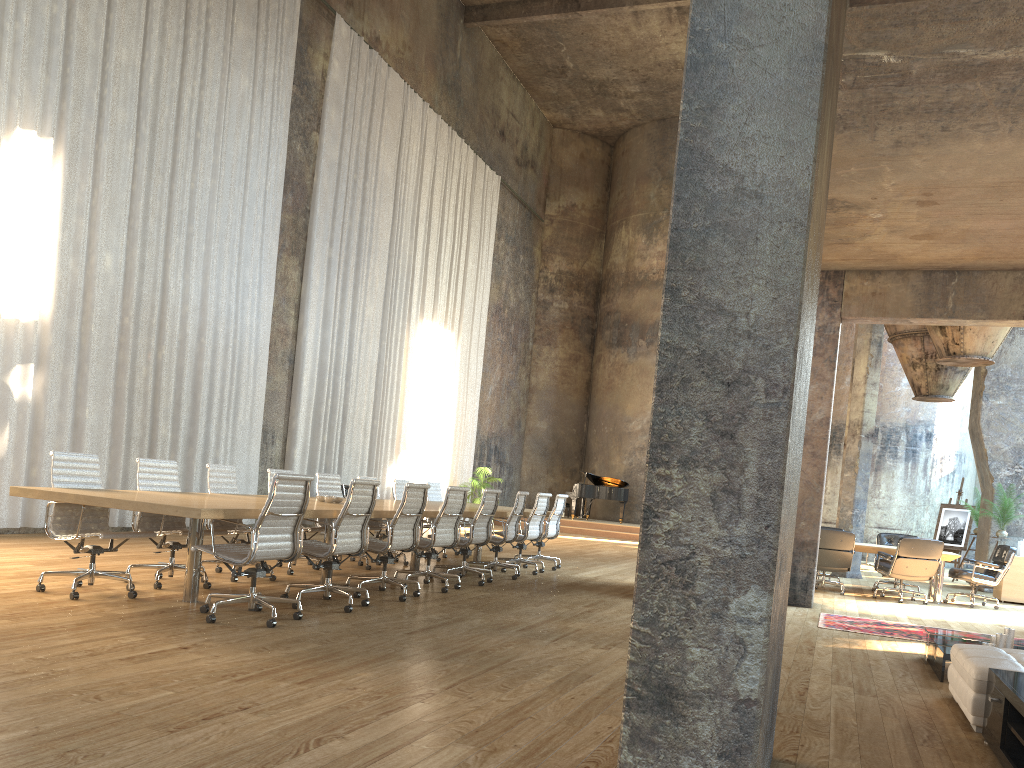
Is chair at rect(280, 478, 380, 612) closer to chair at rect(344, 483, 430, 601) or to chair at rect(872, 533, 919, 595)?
chair at rect(344, 483, 430, 601)

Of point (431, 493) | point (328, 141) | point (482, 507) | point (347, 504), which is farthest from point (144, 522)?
point (328, 141)

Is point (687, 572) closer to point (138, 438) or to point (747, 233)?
point (747, 233)

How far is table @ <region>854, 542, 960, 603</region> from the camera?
11.9m

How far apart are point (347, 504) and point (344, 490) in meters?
8.4

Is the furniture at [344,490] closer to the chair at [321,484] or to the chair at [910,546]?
the chair at [321,484]

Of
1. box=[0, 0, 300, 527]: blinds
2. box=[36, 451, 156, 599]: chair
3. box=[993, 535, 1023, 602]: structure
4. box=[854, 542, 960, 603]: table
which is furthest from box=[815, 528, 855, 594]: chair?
box=[36, 451, 156, 599]: chair

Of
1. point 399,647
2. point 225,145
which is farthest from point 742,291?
point 225,145

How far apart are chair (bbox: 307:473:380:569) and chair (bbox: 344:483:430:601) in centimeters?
203cm

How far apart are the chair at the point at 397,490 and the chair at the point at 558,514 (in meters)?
1.98
